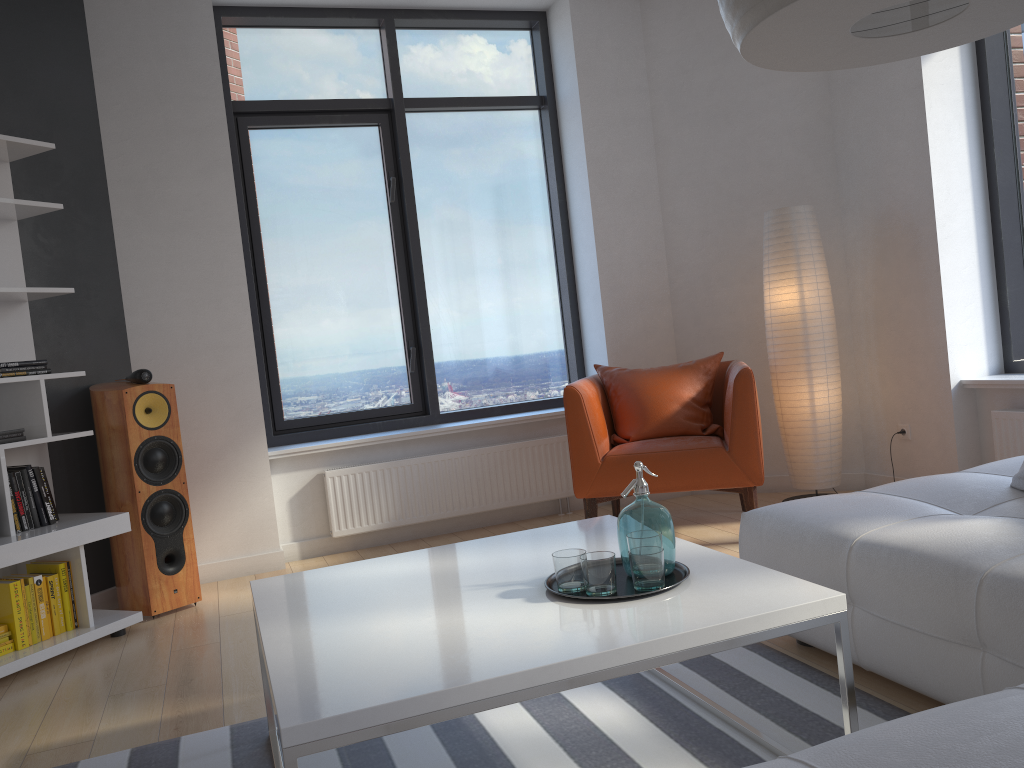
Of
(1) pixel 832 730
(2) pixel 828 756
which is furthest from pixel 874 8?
(1) pixel 832 730

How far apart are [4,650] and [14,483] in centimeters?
62cm

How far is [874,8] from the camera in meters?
1.4

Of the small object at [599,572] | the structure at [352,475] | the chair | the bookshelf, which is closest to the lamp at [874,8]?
the small object at [599,572]

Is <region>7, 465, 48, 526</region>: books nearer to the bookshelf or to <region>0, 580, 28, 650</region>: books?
the bookshelf

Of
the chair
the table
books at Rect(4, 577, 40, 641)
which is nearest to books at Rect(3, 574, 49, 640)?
books at Rect(4, 577, 40, 641)

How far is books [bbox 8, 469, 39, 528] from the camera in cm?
348

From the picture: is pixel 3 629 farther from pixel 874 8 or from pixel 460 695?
pixel 874 8

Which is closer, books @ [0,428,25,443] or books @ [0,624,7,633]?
books @ [0,624,7,633]

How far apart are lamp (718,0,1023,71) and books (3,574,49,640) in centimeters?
319cm
